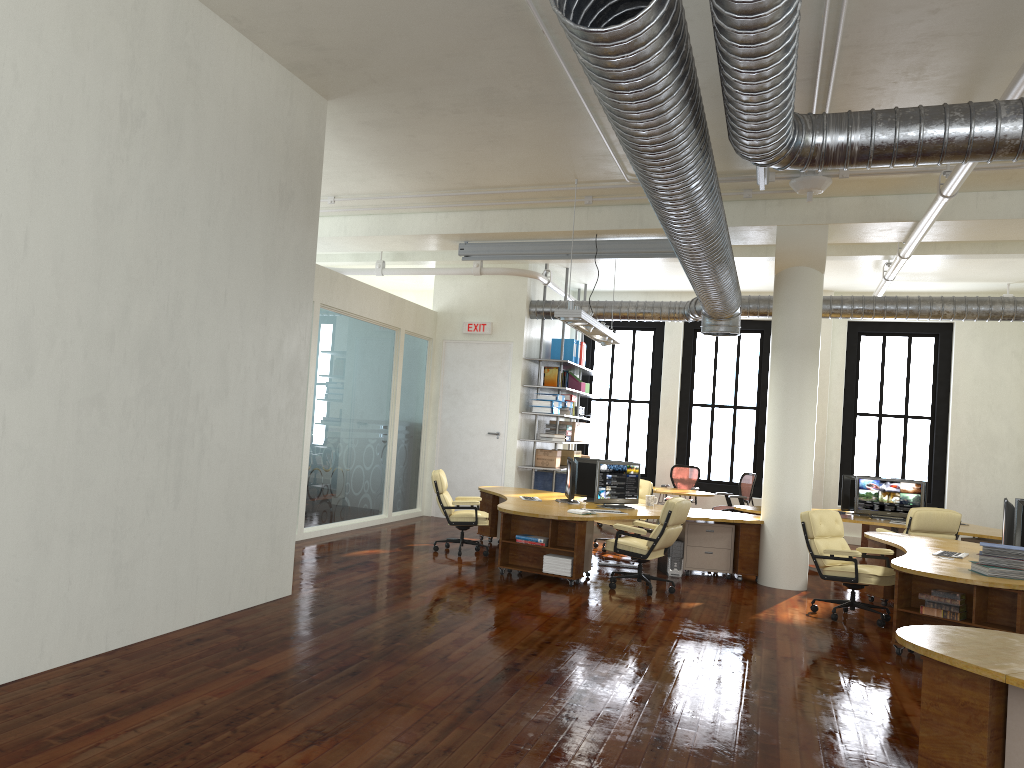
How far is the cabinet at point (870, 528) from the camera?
13.1 meters

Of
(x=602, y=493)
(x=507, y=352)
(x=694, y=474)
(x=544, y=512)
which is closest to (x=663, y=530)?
(x=544, y=512)

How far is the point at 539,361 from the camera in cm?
1487

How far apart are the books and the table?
7.40m

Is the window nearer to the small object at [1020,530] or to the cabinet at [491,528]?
the cabinet at [491,528]

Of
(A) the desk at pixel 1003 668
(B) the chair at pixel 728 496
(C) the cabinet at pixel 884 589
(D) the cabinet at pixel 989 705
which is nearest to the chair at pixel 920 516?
(C) the cabinet at pixel 884 589

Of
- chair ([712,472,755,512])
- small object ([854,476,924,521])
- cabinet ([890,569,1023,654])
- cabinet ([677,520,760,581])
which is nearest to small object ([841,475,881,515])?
small object ([854,476,924,521])

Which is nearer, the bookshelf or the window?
the bookshelf

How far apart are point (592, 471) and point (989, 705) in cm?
746

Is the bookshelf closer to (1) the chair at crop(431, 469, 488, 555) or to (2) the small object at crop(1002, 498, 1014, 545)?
(1) the chair at crop(431, 469, 488, 555)
